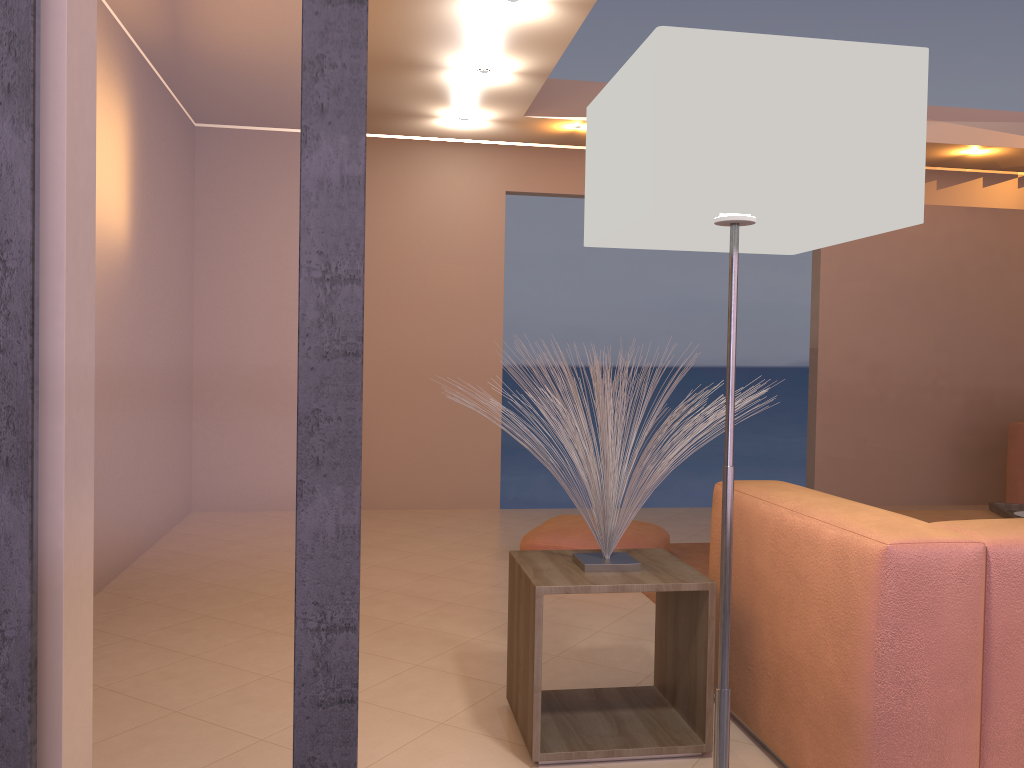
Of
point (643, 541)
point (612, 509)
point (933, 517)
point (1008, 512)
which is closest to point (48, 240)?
point (612, 509)

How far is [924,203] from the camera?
6.5m

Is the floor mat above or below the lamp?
below

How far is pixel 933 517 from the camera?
3.9 meters

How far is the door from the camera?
1.1m

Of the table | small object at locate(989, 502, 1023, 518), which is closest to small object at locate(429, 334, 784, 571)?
the table

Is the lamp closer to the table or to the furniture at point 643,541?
the table

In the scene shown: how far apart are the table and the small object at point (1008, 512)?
2.1m

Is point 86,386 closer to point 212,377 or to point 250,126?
point 212,377

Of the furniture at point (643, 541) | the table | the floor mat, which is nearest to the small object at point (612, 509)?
the table
